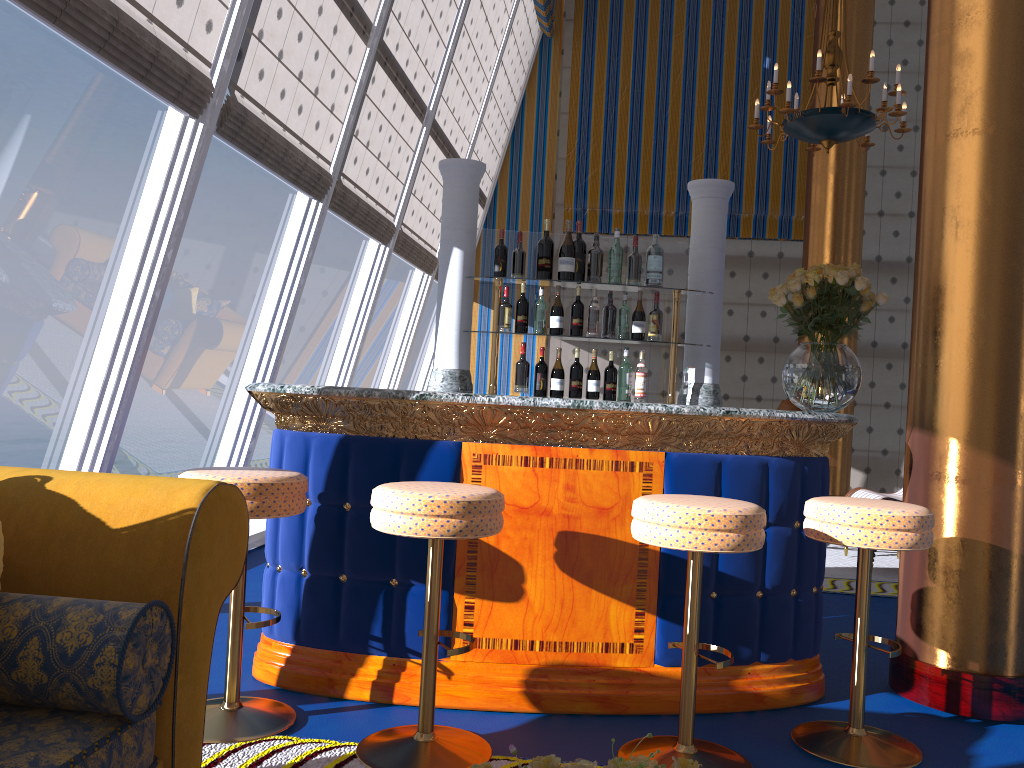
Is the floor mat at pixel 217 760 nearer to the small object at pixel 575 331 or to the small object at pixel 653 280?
the small object at pixel 575 331

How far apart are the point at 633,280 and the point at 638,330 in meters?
0.2

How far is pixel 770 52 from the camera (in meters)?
9.42

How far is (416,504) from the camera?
2.4 meters

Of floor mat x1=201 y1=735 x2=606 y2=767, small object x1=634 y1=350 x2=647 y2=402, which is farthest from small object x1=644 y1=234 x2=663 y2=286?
floor mat x1=201 y1=735 x2=606 y2=767

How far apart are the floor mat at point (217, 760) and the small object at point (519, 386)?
1.9 meters

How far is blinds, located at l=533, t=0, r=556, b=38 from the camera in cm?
901

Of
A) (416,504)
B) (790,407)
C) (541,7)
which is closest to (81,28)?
(416,504)

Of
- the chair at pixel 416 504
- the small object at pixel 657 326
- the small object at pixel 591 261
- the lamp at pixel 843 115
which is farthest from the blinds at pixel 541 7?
the chair at pixel 416 504

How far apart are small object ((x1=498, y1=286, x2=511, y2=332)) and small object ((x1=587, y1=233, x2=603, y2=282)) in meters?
1.2 m
